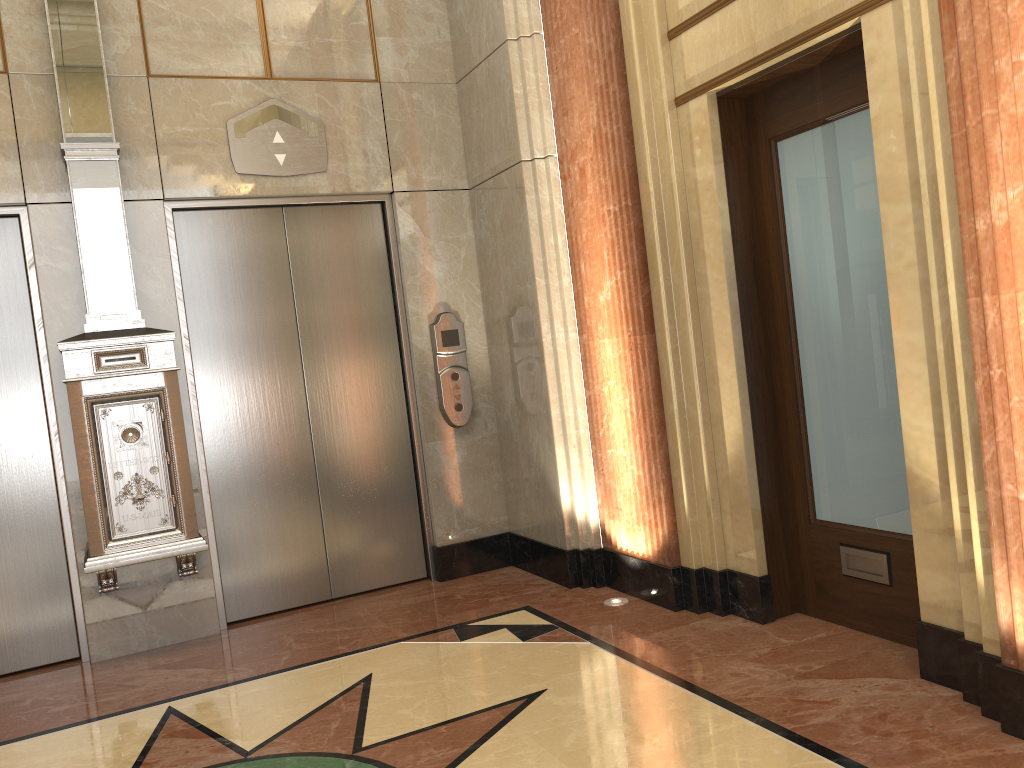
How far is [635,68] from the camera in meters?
3.8
